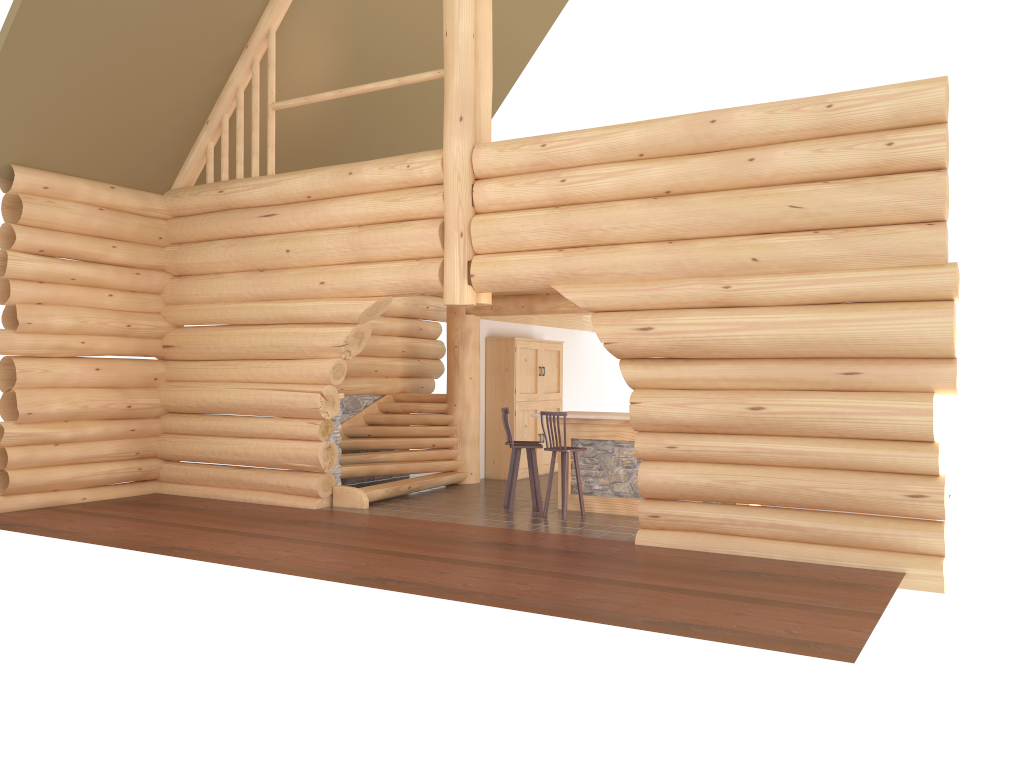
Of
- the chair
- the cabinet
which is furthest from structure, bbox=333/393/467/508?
the chair

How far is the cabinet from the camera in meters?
15.0

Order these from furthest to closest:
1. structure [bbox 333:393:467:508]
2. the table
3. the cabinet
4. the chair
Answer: the cabinet → structure [bbox 333:393:467:508] → the table → the chair

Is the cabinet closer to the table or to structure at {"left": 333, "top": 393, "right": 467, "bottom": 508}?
structure at {"left": 333, "top": 393, "right": 467, "bottom": 508}

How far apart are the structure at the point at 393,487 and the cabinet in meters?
0.9 m

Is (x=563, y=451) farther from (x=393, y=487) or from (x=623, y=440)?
(x=393, y=487)

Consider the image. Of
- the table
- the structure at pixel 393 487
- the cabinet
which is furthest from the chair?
the cabinet

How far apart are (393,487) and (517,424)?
3.22m

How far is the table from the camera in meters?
11.3 m

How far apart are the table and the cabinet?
3.29m
